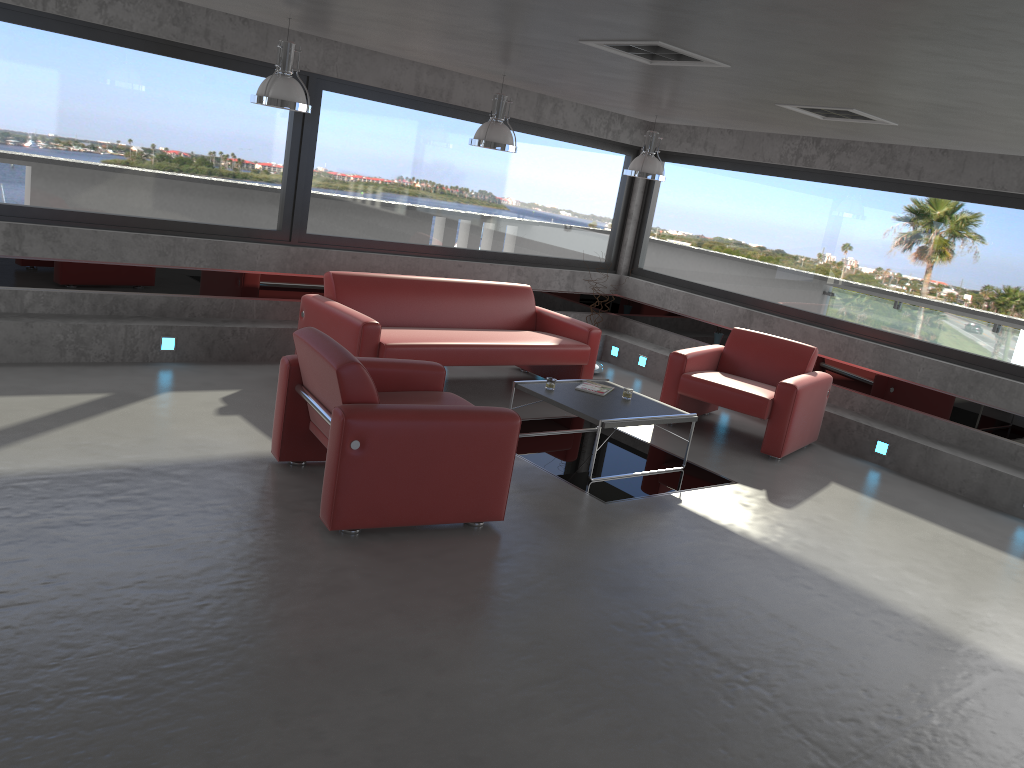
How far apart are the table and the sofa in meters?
0.8 m

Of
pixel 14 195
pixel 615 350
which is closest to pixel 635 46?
pixel 14 195

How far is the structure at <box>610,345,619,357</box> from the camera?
10.2 meters

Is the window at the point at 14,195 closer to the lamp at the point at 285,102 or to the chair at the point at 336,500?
the lamp at the point at 285,102

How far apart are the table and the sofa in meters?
0.8 m

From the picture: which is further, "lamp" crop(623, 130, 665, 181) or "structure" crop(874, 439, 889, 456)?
"lamp" crop(623, 130, 665, 181)

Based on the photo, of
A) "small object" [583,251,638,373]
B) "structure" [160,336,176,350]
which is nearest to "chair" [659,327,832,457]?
"small object" [583,251,638,373]

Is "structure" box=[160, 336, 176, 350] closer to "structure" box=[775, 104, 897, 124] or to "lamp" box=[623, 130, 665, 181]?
"lamp" box=[623, 130, 665, 181]

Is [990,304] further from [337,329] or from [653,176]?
[337,329]

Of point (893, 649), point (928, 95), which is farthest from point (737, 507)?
point (928, 95)
